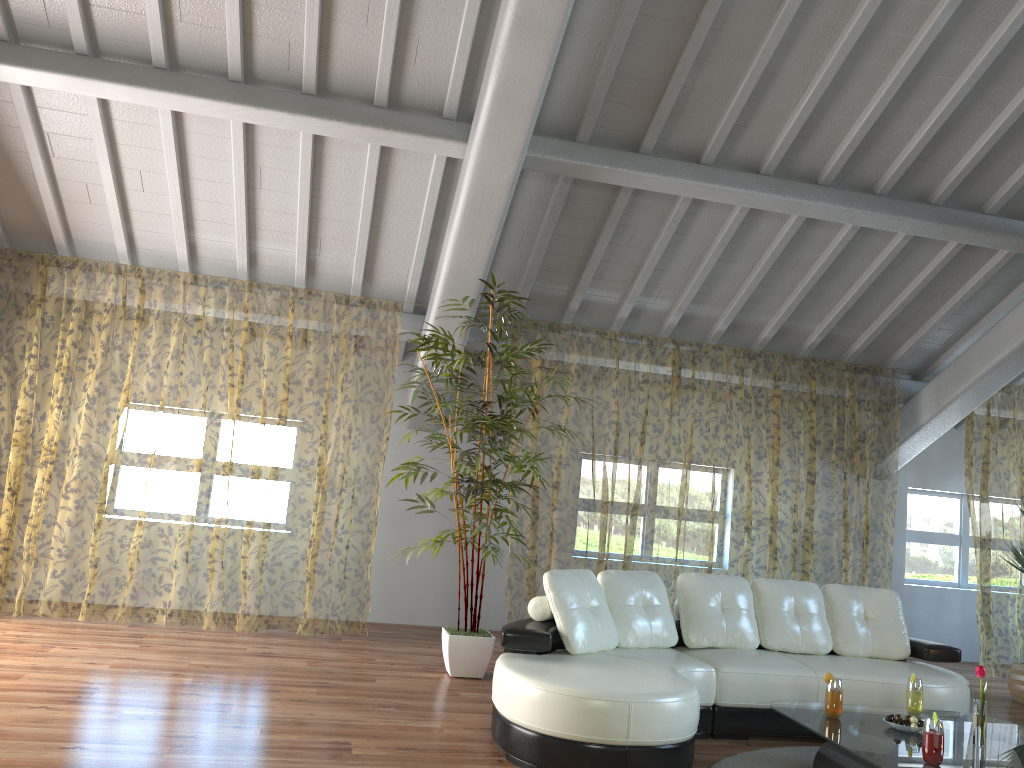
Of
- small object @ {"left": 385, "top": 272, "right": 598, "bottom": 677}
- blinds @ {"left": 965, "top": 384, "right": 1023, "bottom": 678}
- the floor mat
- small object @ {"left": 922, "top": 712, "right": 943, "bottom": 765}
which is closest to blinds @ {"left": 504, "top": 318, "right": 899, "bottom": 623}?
blinds @ {"left": 965, "top": 384, "right": 1023, "bottom": 678}

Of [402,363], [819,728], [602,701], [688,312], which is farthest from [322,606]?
[819,728]

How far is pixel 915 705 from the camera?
4.1 meters

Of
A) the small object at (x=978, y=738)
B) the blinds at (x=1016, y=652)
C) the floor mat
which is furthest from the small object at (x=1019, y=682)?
the small object at (x=978, y=738)

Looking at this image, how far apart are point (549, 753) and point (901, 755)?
1.4m

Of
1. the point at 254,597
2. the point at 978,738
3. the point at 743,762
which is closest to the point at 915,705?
the point at 978,738

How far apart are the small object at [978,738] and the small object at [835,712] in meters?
0.5

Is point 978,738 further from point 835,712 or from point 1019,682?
point 1019,682

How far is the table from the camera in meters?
3.4 m

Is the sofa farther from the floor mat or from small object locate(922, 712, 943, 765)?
small object locate(922, 712, 943, 765)
